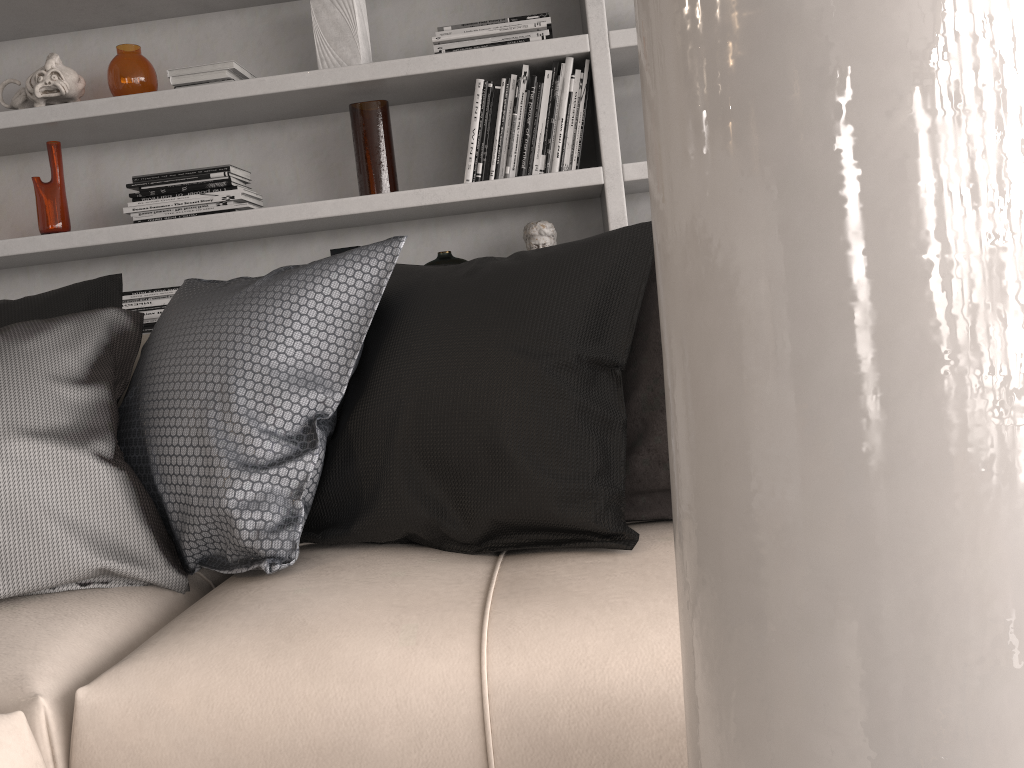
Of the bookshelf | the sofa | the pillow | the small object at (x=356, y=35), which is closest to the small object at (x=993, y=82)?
the sofa

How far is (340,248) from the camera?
2.5 meters

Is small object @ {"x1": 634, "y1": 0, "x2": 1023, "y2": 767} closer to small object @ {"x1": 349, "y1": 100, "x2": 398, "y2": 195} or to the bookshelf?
the bookshelf

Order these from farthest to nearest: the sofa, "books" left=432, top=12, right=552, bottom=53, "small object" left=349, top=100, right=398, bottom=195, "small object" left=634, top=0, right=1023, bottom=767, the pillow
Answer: "small object" left=349, top=100, right=398, bottom=195, "books" left=432, top=12, right=552, bottom=53, the pillow, the sofa, "small object" left=634, top=0, right=1023, bottom=767

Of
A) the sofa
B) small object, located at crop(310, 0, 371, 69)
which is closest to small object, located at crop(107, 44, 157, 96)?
small object, located at crop(310, 0, 371, 69)

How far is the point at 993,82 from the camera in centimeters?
6cm

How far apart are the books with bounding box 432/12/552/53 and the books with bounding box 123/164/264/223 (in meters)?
0.63

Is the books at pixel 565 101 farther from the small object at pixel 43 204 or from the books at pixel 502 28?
the small object at pixel 43 204

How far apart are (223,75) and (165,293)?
0.6m

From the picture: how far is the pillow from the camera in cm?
121
